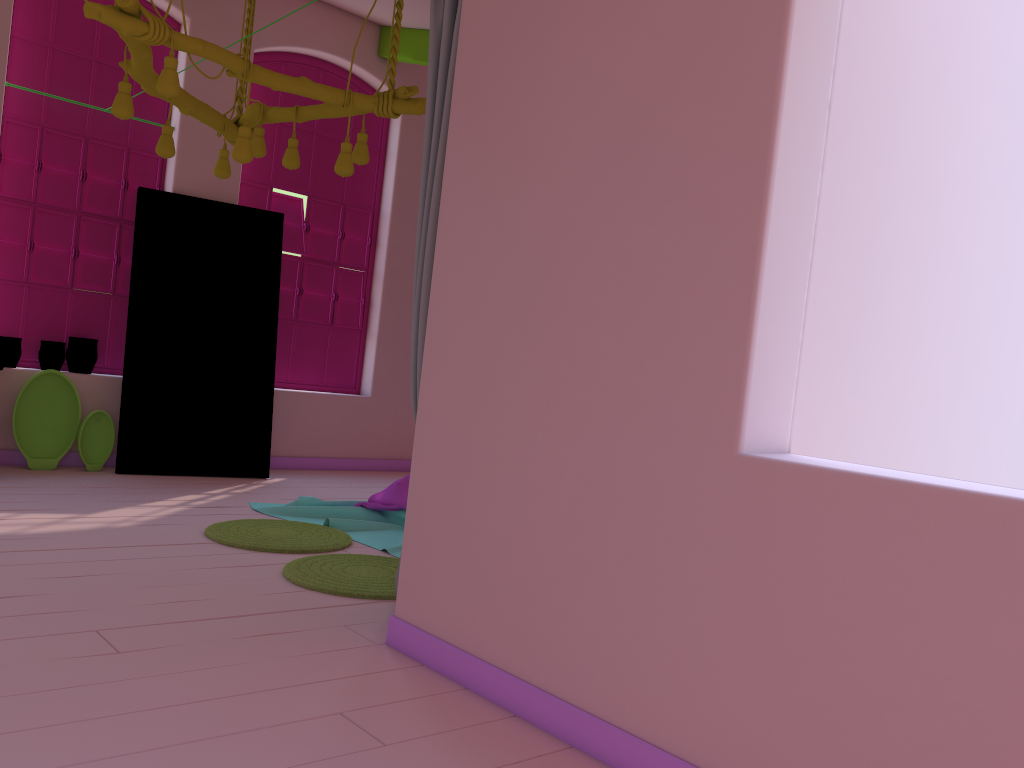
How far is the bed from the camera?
5.3m

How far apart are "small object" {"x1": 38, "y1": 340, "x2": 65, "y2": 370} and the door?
0.47m

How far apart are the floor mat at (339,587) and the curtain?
1.0m

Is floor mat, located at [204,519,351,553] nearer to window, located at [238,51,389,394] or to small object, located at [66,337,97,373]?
small object, located at [66,337,97,373]

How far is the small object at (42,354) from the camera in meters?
6.6

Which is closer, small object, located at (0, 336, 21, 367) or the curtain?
the curtain

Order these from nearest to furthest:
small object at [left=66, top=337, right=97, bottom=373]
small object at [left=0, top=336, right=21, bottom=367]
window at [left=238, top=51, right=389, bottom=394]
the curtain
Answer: the curtain
small object at [left=0, top=336, right=21, bottom=367]
small object at [left=66, top=337, right=97, bottom=373]
window at [left=238, top=51, right=389, bottom=394]

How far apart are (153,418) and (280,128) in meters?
2.8

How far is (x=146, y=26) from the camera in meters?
3.9

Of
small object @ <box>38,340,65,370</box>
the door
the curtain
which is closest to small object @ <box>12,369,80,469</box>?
small object @ <box>38,340,65,370</box>
